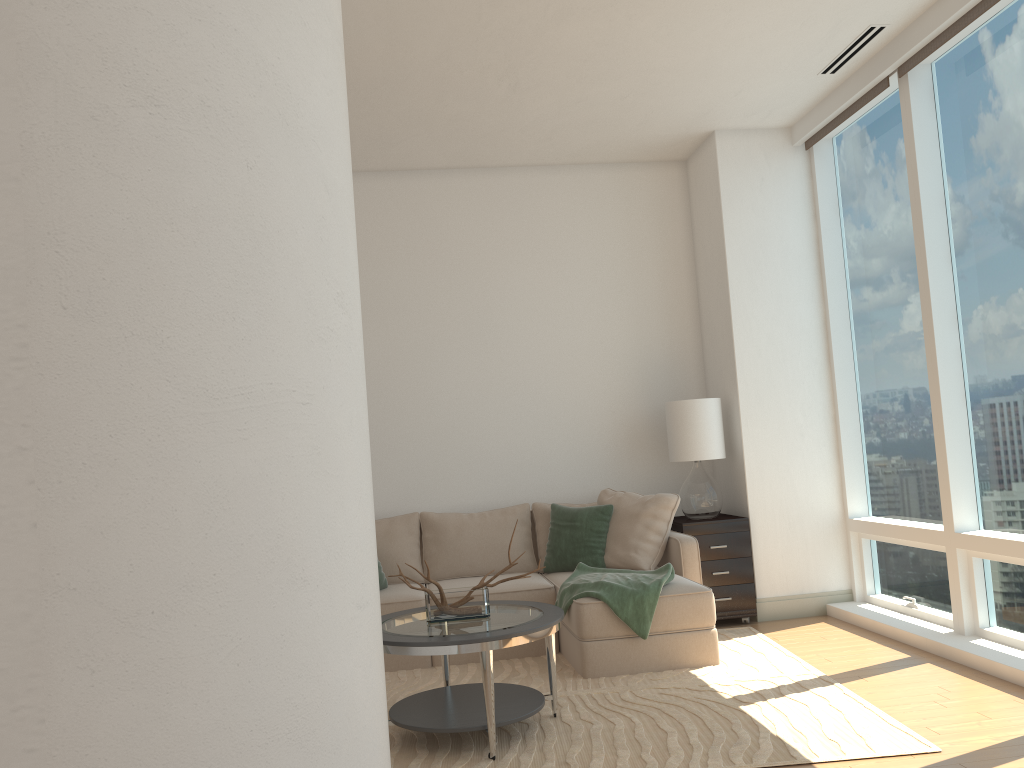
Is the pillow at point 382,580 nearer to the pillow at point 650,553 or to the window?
the pillow at point 650,553

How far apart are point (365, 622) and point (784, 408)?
4.7 meters

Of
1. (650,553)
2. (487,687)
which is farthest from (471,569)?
(487,687)

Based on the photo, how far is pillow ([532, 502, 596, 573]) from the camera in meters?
6.1 m

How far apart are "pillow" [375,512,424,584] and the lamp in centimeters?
182cm

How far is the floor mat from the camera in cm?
350

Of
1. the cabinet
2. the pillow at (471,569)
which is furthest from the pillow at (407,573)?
the cabinet

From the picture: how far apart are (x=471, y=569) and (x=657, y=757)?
2.60m

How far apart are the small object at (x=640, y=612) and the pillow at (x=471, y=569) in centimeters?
69cm

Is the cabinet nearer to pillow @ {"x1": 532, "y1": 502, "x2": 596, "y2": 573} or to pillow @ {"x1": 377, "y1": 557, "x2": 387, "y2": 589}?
pillow @ {"x1": 532, "y1": 502, "x2": 596, "y2": 573}
